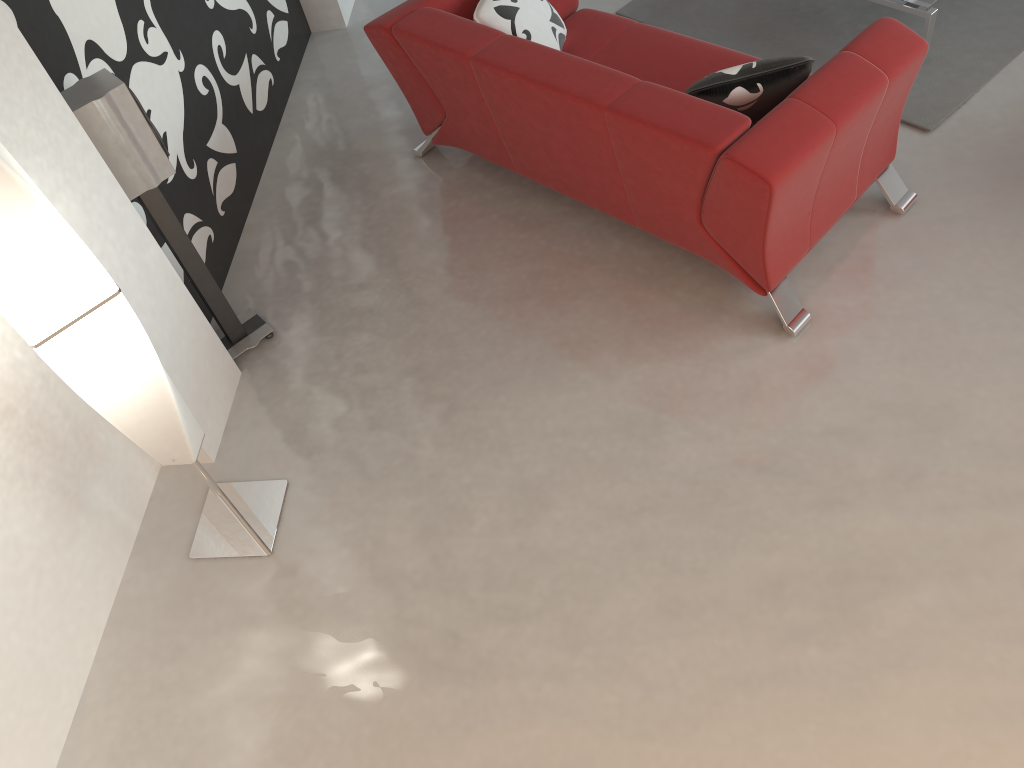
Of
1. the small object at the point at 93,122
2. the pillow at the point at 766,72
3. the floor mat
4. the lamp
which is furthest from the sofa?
the lamp

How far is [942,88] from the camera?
3.6m

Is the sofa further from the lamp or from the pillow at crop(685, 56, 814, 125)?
the lamp

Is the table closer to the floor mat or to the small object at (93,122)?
the floor mat

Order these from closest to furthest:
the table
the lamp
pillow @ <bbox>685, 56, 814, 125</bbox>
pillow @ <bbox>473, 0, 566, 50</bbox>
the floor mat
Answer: the lamp
pillow @ <bbox>685, 56, 814, 125</bbox>
pillow @ <bbox>473, 0, 566, 50</bbox>
the table
the floor mat

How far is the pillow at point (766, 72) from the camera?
2.74m

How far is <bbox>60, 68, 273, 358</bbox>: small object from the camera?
2.55m

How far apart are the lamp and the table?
3.1 meters

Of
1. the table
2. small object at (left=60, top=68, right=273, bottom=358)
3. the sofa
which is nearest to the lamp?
small object at (left=60, top=68, right=273, bottom=358)

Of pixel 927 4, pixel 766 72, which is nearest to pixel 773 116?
pixel 766 72
